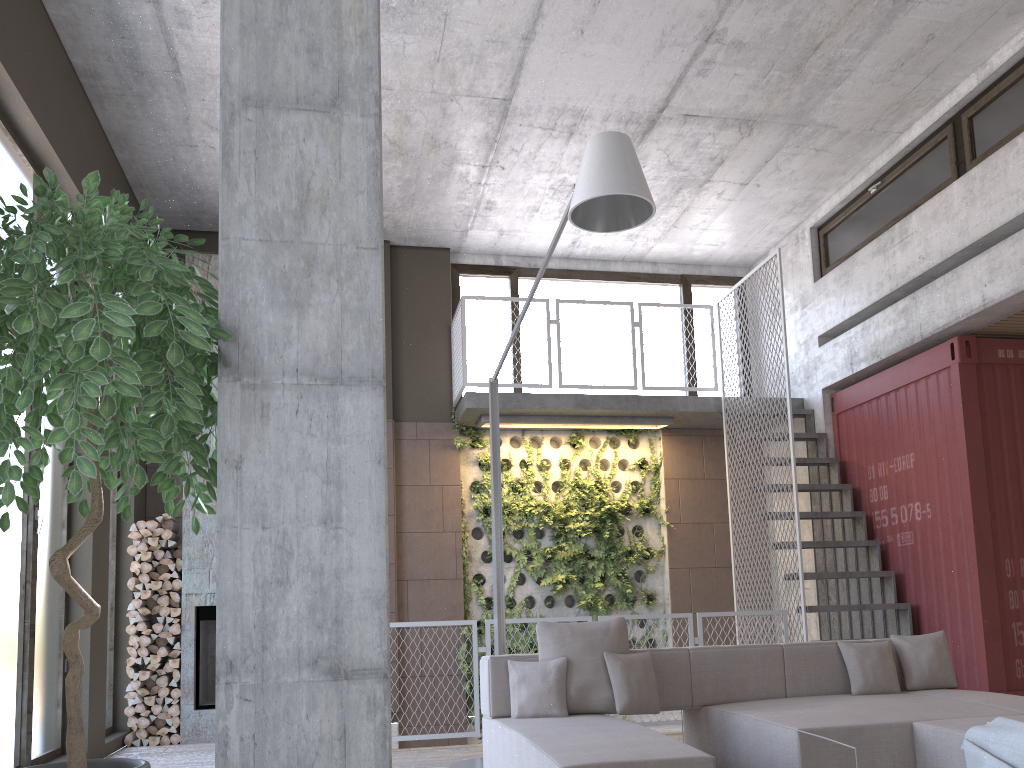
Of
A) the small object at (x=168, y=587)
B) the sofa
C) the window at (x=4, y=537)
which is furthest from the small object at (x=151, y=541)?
the sofa

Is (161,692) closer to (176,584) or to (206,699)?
(206,699)

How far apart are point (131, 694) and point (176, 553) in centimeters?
122cm

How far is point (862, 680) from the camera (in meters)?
5.19

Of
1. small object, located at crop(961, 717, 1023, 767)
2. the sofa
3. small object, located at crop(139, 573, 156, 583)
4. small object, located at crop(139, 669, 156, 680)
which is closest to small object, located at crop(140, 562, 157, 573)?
small object, located at crop(139, 573, 156, 583)

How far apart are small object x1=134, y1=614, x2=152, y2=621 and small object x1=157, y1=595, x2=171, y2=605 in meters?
0.2 m

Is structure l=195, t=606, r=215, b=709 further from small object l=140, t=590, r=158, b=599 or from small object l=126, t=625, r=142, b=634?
small object l=126, t=625, r=142, b=634

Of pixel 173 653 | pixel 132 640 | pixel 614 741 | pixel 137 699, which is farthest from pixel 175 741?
pixel 614 741

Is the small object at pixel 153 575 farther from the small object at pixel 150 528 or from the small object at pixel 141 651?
the small object at pixel 141 651

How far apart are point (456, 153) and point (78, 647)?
6.6 meters
